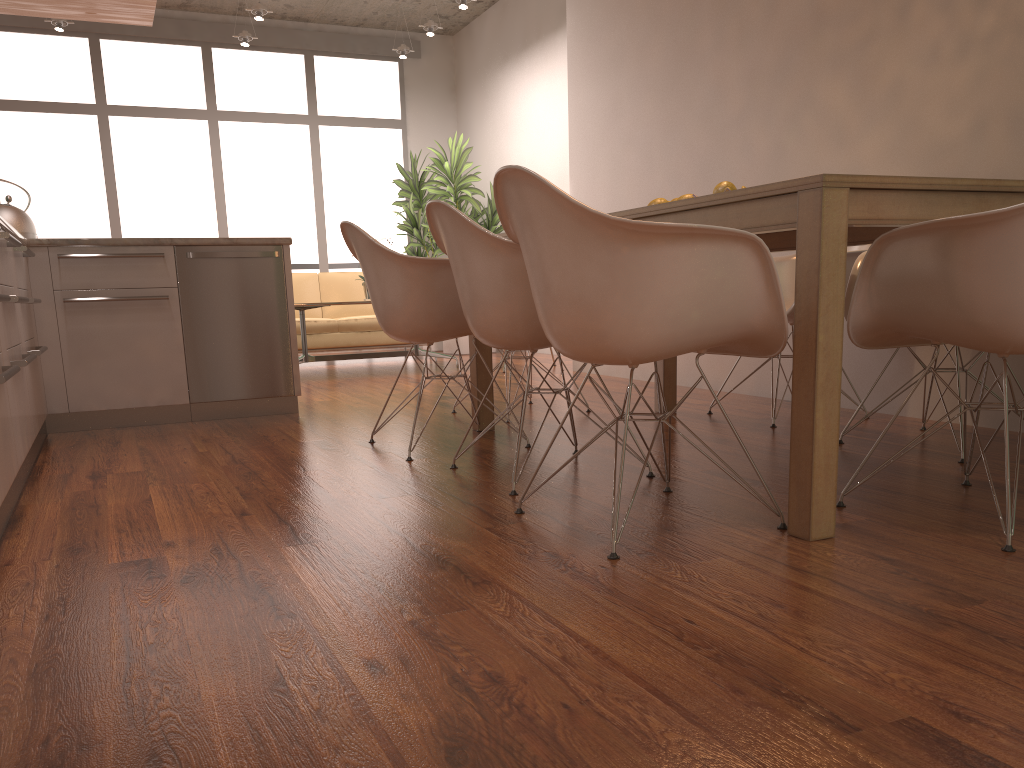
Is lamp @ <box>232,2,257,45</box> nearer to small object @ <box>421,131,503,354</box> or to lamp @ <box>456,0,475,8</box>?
small object @ <box>421,131,503,354</box>

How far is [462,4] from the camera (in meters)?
7.57

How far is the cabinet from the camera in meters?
3.3 m

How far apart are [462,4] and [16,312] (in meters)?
5.41

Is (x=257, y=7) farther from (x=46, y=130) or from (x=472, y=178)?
(x=46, y=130)

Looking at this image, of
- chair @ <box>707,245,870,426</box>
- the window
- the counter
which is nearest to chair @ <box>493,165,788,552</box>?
chair @ <box>707,245,870,426</box>

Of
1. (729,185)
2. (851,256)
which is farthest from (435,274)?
(851,256)

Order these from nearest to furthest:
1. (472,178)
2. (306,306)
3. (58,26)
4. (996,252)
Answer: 1. (996,252)
2. (306,306)
3. (58,26)
4. (472,178)

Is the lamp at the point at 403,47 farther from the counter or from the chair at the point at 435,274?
the chair at the point at 435,274

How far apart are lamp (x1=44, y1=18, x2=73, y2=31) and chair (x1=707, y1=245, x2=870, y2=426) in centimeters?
682cm
